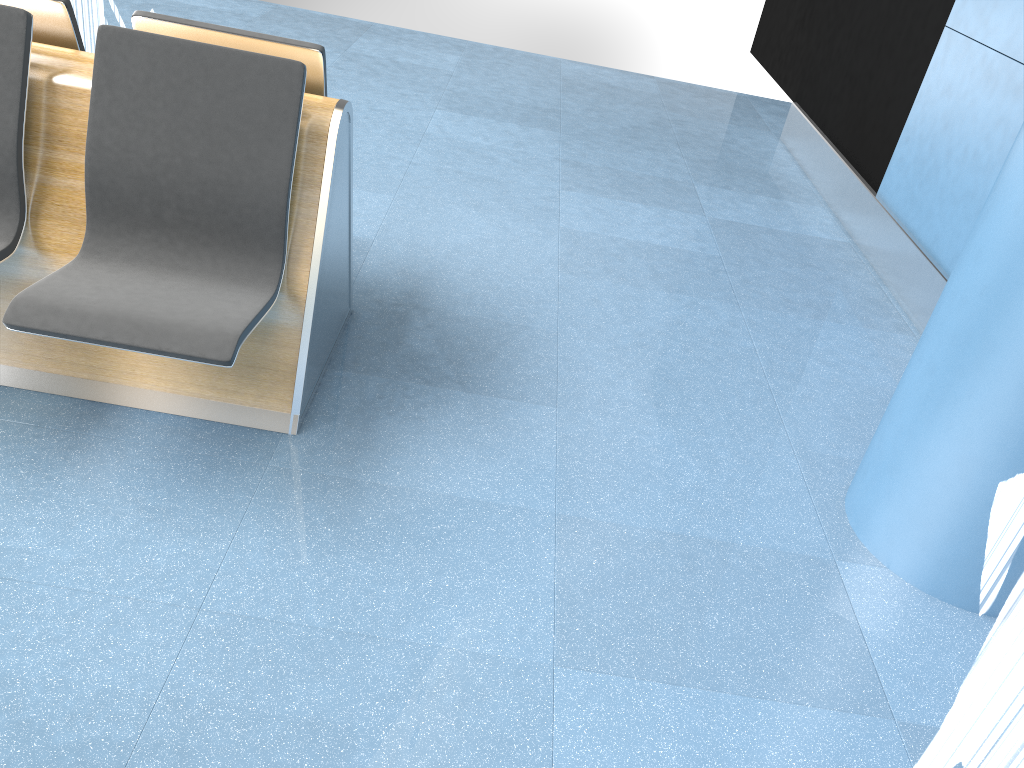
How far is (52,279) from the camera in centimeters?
203cm

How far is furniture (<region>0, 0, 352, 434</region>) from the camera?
2.03m

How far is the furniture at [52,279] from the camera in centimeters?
203cm
